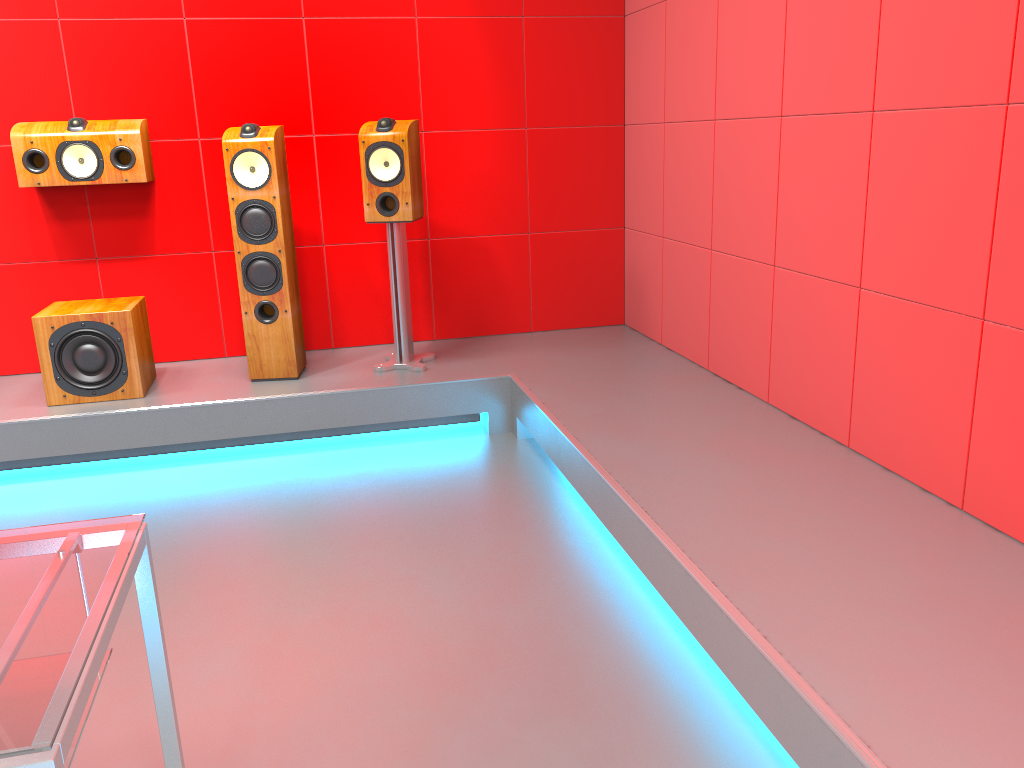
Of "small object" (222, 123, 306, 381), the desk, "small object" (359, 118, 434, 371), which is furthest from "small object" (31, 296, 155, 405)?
the desk

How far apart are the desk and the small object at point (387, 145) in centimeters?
249cm

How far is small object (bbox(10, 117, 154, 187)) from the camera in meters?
3.6

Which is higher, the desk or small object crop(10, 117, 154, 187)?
small object crop(10, 117, 154, 187)

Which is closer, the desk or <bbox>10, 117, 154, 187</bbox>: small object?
the desk

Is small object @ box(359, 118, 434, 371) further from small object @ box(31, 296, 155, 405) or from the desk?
the desk

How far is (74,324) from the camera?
3.4m

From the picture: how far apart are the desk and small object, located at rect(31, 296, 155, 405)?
2.4m

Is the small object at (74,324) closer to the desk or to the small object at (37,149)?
the small object at (37,149)

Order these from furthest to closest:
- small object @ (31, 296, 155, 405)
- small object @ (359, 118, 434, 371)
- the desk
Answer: small object @ (359, 118, 434, 371), small object @ (31, 296, 155, 405), the desk
